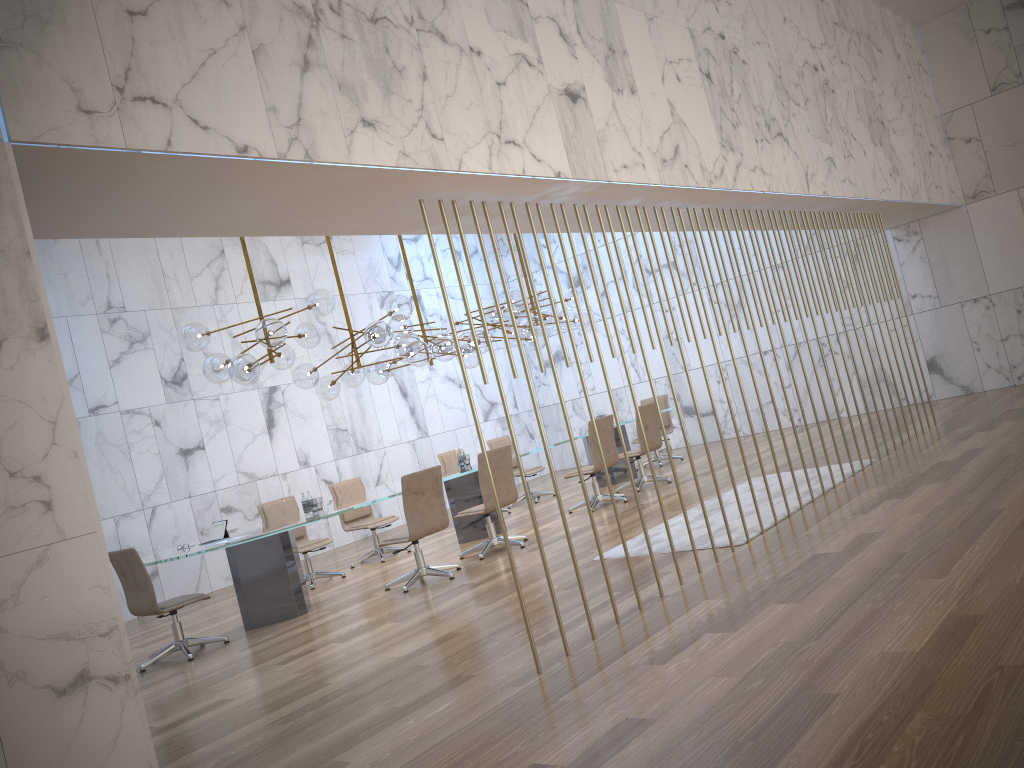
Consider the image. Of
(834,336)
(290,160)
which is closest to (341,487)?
(290,160)

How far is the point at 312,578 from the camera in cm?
954

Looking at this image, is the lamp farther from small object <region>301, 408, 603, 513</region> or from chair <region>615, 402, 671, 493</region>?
chair <region>615, 402, 671, 493</region>

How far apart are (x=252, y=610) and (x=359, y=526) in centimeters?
255cm

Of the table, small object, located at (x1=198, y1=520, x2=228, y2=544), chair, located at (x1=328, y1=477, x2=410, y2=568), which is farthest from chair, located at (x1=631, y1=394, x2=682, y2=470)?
small object, located at (x1=198, y1=520, x2=228, y2=544)

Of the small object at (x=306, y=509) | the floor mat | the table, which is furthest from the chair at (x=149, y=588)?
the floor mat

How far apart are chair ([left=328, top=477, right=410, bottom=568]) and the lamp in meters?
1.3

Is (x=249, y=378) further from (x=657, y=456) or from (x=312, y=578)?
(x=657, y=456)

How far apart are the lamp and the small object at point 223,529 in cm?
127

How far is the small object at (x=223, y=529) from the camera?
7.8m
